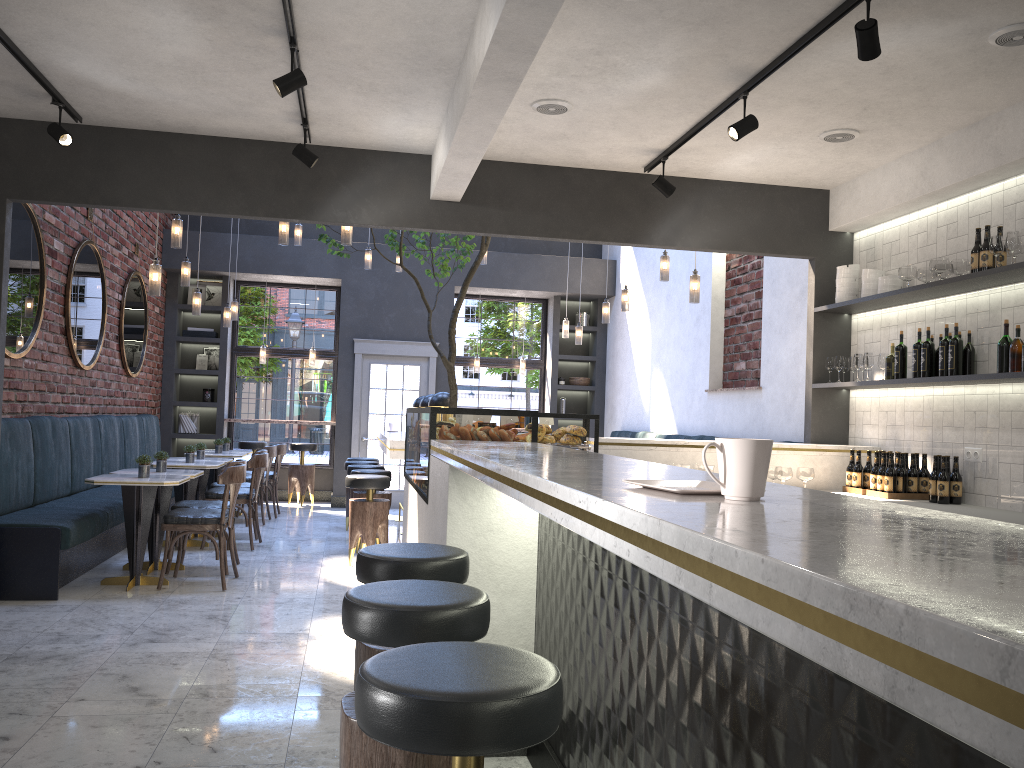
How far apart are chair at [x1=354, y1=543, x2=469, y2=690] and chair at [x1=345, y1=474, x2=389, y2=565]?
4.3m

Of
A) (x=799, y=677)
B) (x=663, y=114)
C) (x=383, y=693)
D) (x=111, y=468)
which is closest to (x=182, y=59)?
(x=663, y=114)

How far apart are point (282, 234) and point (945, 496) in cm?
517

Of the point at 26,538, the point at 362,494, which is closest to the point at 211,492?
the point at 362,494

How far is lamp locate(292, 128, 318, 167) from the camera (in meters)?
5.28

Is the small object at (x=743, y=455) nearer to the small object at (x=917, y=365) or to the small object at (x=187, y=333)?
the small object at (x=917, y=365)

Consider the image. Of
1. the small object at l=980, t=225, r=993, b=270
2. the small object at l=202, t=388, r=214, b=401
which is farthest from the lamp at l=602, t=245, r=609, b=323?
the small object at l=202, t=388, r=214, b=401

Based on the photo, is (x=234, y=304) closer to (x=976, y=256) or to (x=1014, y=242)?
(x=976, y=256)

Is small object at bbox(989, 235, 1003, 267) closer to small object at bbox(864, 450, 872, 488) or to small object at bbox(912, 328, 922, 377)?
small object at bbox(912, 328, 922, 377)

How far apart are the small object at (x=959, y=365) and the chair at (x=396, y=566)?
3.5 meters
